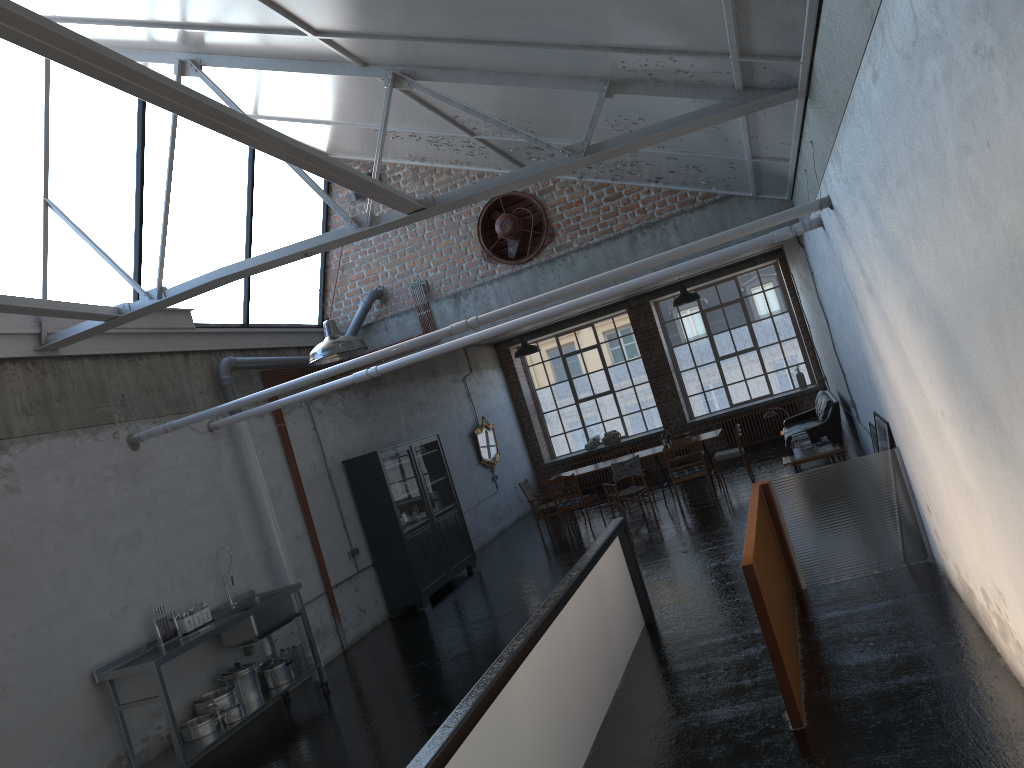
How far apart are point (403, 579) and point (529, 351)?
5.0m

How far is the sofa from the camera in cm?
1282

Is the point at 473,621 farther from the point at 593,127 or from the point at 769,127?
the point at 769,127

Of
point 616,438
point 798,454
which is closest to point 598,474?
point 616,438

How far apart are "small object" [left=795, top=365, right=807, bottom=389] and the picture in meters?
11.1 m

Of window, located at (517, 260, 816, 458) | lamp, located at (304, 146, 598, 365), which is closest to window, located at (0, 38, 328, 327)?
lamp, located at (304, 146, 598, 365)

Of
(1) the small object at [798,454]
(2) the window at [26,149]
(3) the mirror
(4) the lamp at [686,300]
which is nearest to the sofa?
(1) the small object at [798,454]

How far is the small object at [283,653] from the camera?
9.51m

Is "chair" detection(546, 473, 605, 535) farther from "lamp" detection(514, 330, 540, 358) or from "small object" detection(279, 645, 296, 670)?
"small object" detection(279, 645, 296, 670)

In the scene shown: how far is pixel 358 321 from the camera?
12.6 meters
